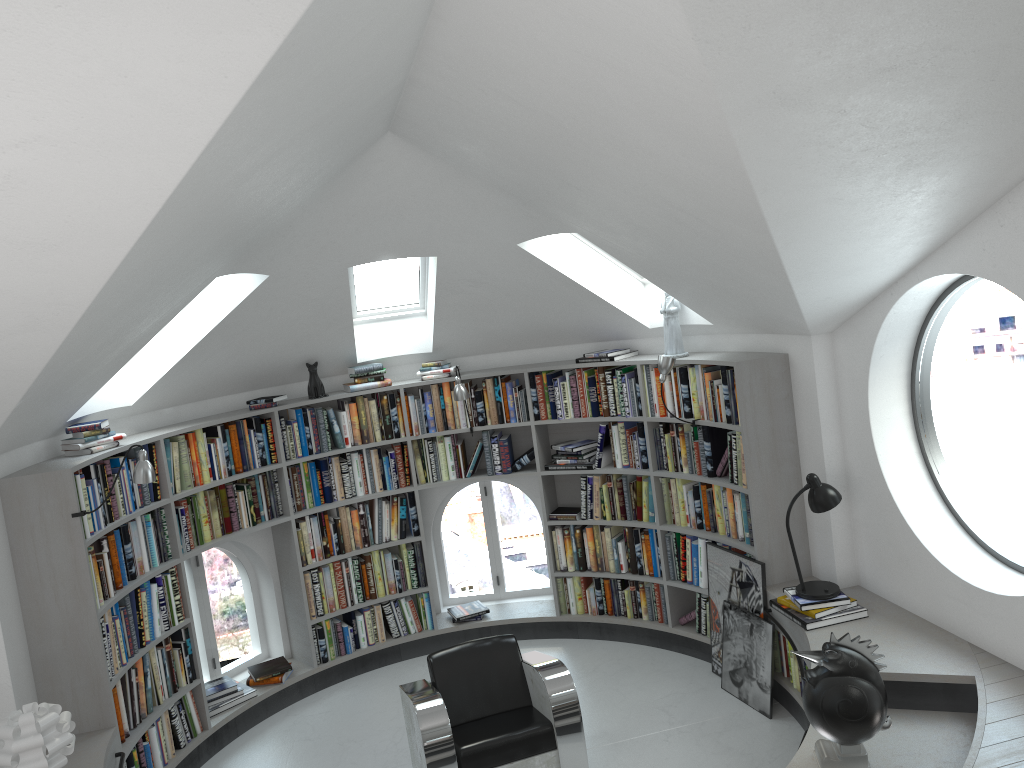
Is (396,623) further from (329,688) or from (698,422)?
(698,422)

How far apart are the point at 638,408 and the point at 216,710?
3.5 meters

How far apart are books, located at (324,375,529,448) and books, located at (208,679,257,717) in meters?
1.8 m

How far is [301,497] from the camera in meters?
6.4 m

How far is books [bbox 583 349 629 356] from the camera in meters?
6.2

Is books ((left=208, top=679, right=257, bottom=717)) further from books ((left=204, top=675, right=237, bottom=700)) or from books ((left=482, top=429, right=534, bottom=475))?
books ((left=482, top=429, right=534, bottom=475))

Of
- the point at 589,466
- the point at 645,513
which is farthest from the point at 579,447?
the point at 645,513

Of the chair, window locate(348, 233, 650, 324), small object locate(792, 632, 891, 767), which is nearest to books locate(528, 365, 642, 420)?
window locate(348, 233, 650, 324)

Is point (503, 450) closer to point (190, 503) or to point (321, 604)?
point (321, 604)

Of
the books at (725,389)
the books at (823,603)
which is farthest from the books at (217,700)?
the books at (823,603)
